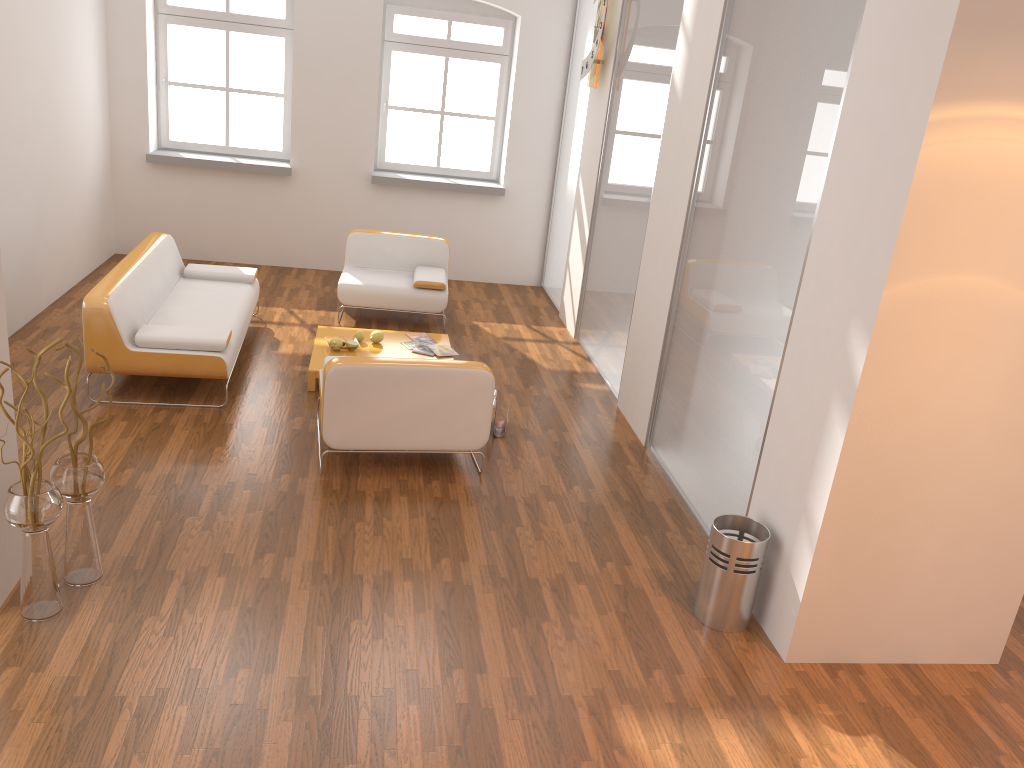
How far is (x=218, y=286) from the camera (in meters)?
6.74

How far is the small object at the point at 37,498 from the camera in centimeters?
324cm

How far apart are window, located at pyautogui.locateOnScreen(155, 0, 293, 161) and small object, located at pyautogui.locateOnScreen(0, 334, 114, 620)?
5.92m

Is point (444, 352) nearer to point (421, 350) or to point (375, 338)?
point (421, 350)

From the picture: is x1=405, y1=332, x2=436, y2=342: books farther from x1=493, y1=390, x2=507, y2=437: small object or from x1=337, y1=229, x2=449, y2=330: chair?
x1=493, y1=390, x2=507, y2=437: small object

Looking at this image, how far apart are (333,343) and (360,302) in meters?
1.2 m

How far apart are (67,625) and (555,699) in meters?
1.9 m

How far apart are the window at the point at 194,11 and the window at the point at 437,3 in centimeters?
90cm

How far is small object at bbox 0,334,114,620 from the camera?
3.2 meters

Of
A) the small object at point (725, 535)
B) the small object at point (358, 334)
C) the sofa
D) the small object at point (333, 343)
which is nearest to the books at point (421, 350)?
the small object at point (358, 334)
